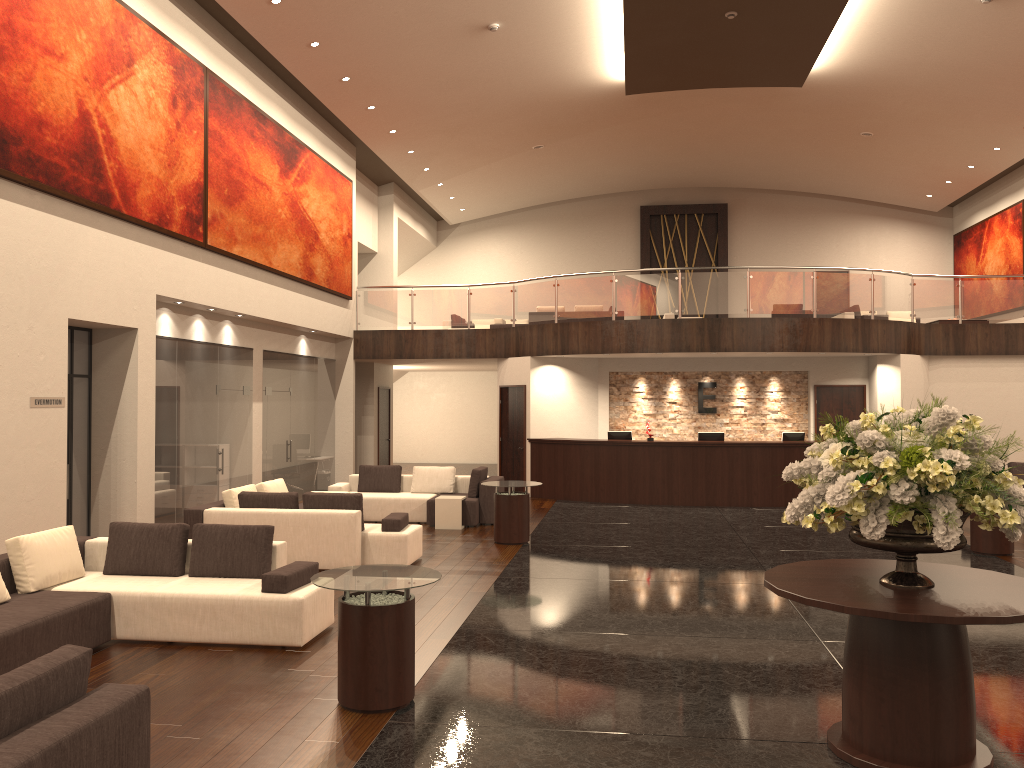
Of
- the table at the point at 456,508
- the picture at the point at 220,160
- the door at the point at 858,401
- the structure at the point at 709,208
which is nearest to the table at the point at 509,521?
the table at the point at 456,508

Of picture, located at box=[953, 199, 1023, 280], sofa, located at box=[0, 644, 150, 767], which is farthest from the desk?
sofa, located at box=[0, 644, 150, 767]

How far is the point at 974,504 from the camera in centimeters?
435cm

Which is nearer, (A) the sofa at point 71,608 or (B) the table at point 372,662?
(B) the table at point 372,662

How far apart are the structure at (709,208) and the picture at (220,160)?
10.5m

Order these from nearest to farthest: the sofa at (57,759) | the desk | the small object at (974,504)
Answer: the sofa at (57,759)
the small object at (974,504)
the desk

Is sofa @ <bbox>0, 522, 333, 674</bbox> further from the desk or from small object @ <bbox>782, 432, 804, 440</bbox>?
small object @ <bbox>782, 432, 804, 440</bbox>

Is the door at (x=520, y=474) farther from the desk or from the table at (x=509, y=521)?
the table at (x=509, y=521)

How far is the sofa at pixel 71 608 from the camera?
6.52m

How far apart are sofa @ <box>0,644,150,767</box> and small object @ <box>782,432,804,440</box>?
14.37m
